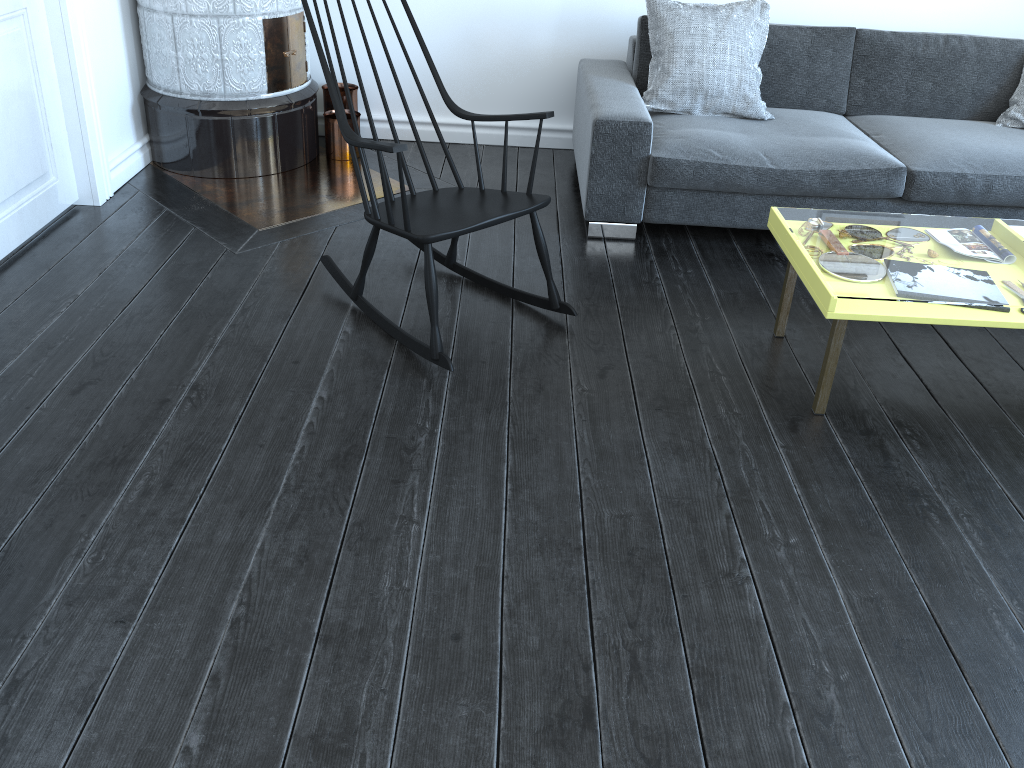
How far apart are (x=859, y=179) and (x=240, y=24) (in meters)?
2.44

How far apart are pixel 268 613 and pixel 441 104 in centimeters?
307cm

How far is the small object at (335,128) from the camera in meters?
3.9 m

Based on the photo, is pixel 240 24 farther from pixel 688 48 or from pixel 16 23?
pixel 688 48

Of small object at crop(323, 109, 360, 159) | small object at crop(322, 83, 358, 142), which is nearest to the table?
small object at crop(323, 109, 360, 159)

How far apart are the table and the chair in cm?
65

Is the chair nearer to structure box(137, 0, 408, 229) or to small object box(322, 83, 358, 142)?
structure box(137, 0, 408, 229)

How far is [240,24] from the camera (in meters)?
3.46

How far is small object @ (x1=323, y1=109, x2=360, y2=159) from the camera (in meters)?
3.93

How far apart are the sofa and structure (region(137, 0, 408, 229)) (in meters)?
0.79
